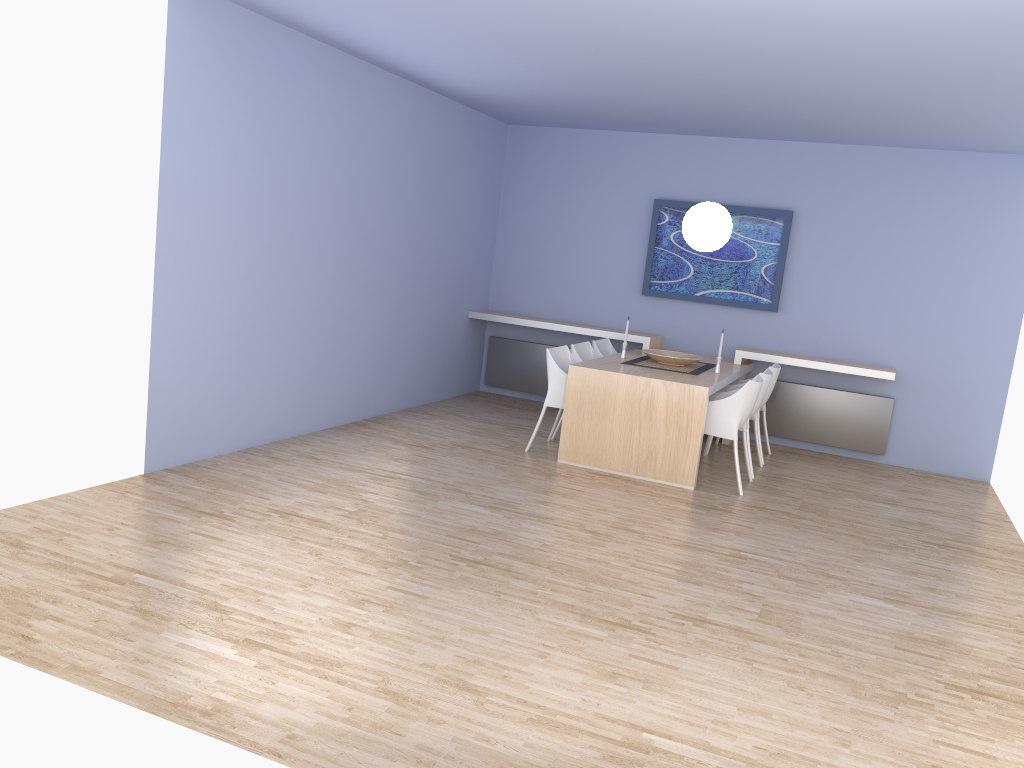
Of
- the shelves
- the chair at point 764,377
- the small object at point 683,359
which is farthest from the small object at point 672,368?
the shelves

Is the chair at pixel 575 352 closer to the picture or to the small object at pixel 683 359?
the small object at pixel 683 359

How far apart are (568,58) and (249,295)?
2.50m

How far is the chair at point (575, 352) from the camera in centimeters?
710cm

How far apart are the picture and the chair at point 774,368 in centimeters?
71cm

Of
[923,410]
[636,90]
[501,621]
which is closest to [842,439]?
[923,410]

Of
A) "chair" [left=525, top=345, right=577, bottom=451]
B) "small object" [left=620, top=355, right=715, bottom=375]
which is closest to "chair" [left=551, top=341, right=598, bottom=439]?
"chair" [left=525, top=345, right=577, bottom=451]

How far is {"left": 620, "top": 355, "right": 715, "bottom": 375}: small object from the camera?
6.8m

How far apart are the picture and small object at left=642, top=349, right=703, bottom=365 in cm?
109

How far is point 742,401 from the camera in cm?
608
